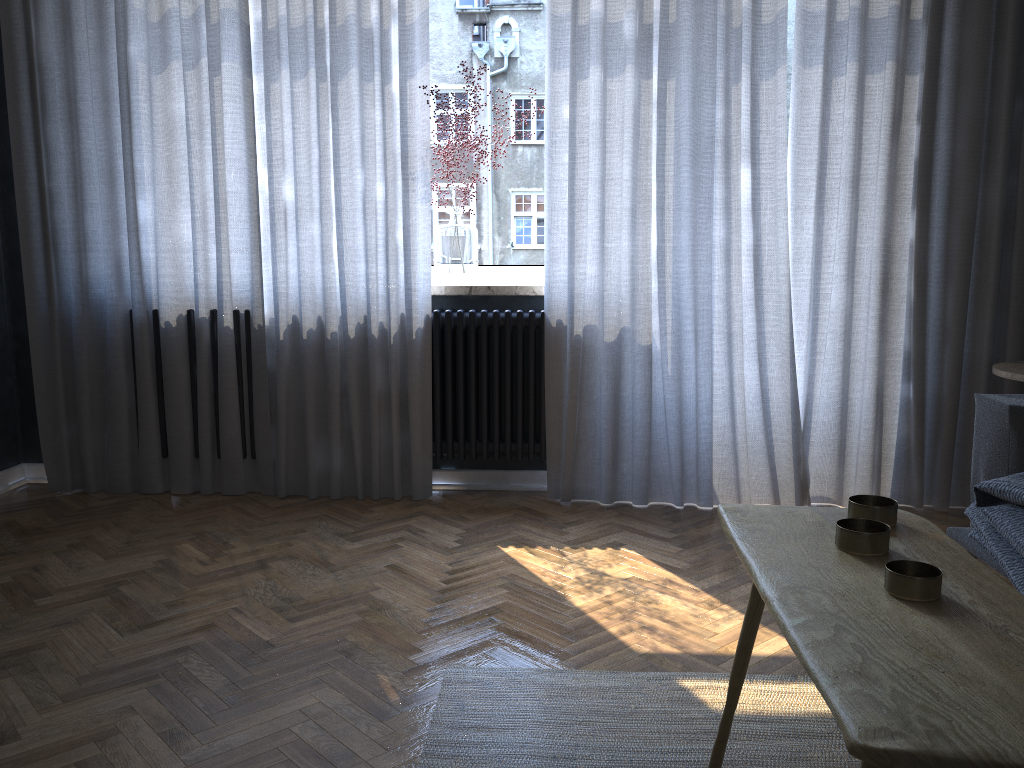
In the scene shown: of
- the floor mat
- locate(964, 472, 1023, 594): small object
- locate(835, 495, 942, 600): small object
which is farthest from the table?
locate(964, 472, 1023, 594): small object

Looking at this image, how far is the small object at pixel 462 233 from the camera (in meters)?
3.50

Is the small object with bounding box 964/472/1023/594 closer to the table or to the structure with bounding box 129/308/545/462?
the table

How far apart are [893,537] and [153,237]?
3.02m

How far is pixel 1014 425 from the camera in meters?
2.2 m

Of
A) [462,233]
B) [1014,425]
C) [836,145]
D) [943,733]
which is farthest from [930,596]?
[462,233]

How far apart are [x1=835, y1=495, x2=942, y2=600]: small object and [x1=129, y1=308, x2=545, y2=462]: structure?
2.10m

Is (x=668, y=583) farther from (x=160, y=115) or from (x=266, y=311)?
(x=160, y=115)

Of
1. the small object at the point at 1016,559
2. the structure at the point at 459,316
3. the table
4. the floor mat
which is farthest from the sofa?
the structure at the point at 459,316

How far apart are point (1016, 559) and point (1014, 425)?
0.41m
